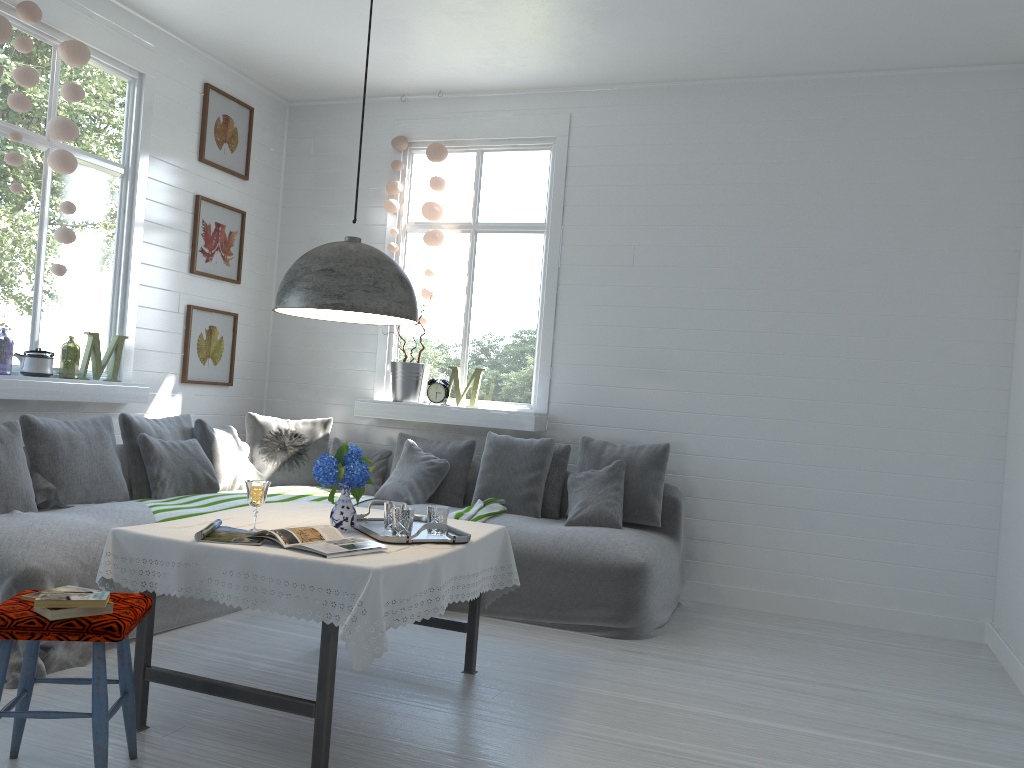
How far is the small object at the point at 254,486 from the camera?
3.33m

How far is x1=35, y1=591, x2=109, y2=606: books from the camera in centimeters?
258cm

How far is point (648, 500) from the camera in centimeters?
582cm

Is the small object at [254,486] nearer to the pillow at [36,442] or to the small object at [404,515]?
the small object at [404,515]

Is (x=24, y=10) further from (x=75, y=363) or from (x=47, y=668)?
(x=75, y=363)

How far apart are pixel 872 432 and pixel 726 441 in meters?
1.0 m

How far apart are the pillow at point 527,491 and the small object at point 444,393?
0.6 meters

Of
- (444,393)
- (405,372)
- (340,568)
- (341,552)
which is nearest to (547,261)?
(444,393)

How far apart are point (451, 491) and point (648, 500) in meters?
1.4 m

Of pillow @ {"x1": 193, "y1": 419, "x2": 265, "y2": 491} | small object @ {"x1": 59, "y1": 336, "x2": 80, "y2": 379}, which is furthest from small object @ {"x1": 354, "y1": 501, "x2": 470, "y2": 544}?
small object @ {"x1": 59, "y1": 336, "x2": 80, "y2": 379}
